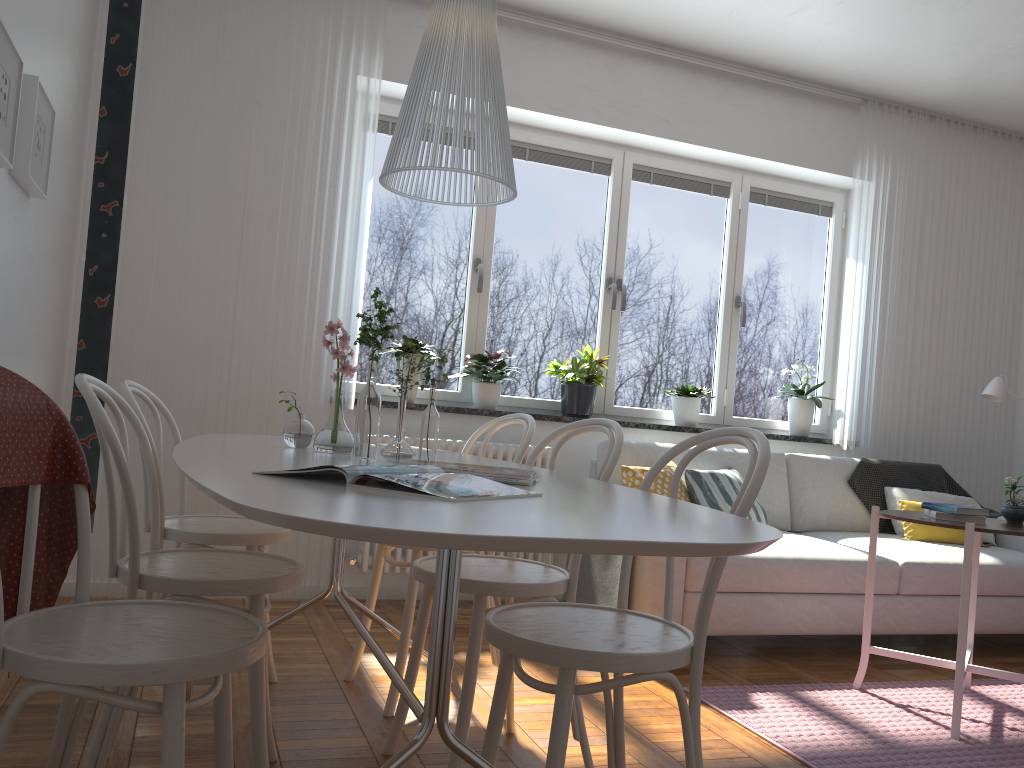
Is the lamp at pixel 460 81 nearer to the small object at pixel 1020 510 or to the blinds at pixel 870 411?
the small object at pixel 1020 510

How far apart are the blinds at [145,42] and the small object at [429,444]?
1.9m

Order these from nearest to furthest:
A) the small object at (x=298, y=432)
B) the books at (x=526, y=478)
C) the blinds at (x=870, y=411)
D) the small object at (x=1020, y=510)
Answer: the books at (x=526, y=478), the small object at (x=298, y=432), the small object at (x=1020, y=510), the blinds at (x=870, y=411)

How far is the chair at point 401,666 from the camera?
2.61m

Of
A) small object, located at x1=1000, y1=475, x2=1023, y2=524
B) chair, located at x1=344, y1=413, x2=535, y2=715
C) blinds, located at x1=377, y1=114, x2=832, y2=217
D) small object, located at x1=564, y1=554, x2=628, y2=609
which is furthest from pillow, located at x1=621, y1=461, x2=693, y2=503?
blinds, located at x1=377, y1=114, x2=832, y2=217

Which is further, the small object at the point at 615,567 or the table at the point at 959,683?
the small object at the point at 615,567

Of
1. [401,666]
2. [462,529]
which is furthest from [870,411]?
[462,529]

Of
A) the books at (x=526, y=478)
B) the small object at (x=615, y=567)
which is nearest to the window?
the small object at (x=615, y=567)

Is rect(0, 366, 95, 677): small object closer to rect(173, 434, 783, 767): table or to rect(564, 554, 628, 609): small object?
rect(173, 434, 783, 767): table

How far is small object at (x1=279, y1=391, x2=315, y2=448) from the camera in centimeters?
234cm
